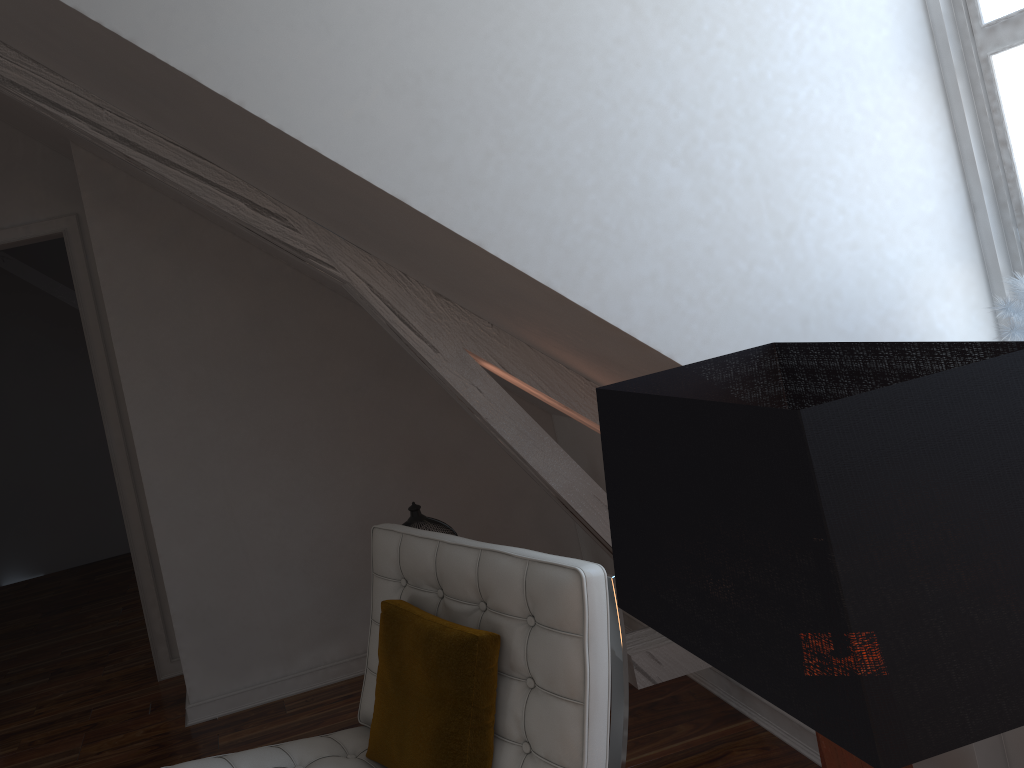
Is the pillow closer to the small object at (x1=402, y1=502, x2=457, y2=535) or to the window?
the small object at (x1=402, y1=502, x2=457, y2=535)

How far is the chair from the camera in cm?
143

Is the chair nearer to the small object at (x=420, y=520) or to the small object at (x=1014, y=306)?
the small object at (x=420, y=520)

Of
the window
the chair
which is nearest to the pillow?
the chair

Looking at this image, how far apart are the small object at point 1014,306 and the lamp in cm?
70

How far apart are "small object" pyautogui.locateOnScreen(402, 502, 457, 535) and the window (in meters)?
1.59

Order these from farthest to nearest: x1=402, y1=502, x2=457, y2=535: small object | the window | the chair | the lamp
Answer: x1=402, y1=502, x2=457, y2=535: small object
the window
the chair
the lamp

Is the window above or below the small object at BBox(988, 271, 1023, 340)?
above

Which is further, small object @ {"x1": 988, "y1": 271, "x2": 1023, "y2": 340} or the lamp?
small object @ {"x1": 988, "y1": 271, "x2": 1023, "y2": 340}

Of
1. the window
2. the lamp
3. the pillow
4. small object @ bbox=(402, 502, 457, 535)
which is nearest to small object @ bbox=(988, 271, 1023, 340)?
the window
